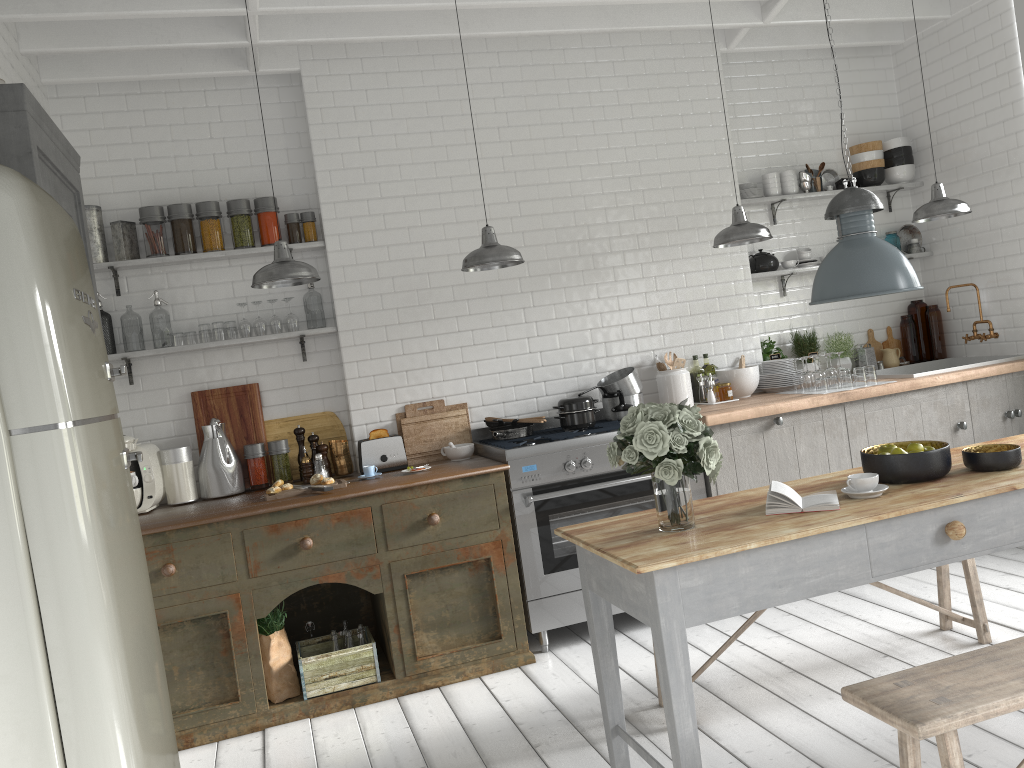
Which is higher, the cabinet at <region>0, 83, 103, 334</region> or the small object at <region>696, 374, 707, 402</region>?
the cabinet at <region>0, 83, 103, 334</region>

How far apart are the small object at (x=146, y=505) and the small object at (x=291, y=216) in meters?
1.7 m

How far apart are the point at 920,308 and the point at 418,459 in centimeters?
448cm

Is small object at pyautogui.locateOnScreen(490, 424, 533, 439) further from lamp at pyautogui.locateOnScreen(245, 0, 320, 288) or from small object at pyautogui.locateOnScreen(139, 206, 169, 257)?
small object at pyautogui.locateOnScreen(139, 206, 169, 257)

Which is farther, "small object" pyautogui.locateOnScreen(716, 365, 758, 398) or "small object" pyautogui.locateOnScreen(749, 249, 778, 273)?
"small object" pyautogui.locateOnScreen(749, 249, 778, 273)

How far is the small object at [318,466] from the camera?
5.9m

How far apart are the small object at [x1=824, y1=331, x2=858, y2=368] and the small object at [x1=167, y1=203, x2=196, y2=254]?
5.01m

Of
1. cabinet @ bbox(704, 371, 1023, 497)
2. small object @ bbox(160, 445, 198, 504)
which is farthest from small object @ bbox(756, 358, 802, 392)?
small object @ bbox(160, 445, 198, 504)

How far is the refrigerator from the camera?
2.22m

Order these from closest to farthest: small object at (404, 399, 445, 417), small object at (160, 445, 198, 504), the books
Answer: the books
small object at (160, 445, 198, 504)
small object at (404, 399, 445, 417)
